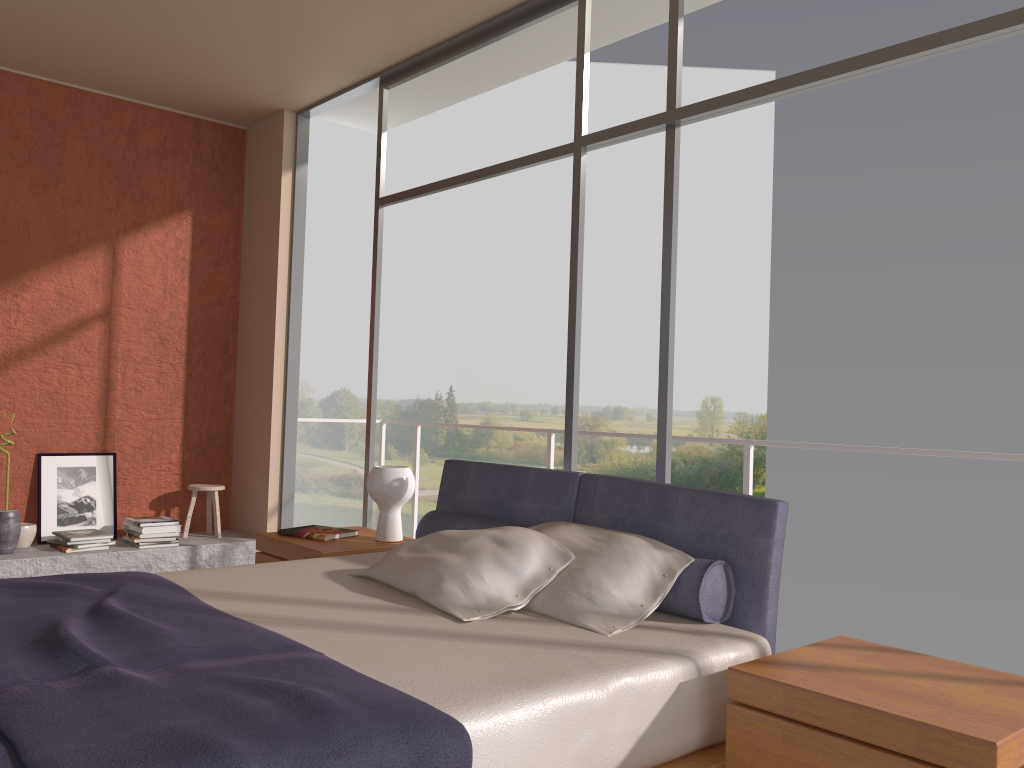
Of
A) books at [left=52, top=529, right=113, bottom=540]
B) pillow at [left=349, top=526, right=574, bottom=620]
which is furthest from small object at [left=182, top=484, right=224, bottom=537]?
pillow at [left=349, top=526, right=574, bottom=620]

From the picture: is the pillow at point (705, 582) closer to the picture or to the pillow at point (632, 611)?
the pillow at point (632, 611)

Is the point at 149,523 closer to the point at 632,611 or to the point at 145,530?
the point at 145,530

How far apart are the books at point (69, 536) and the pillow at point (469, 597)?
2.9 meters

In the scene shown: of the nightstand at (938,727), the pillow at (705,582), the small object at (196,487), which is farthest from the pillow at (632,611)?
the small object at (196,487)

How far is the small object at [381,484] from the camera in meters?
4.0 m

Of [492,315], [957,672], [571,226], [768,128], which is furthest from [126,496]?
[768,128]

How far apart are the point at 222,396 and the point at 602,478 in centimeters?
388cm

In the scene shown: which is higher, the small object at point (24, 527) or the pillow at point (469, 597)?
the pillow at point (469, 597)

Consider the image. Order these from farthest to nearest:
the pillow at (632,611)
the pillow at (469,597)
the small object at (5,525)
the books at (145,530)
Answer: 1. the books at (145,530)
2. the small object at (5,525)
3. the pillow at (469,597)
4. the pillow at (632,611)
